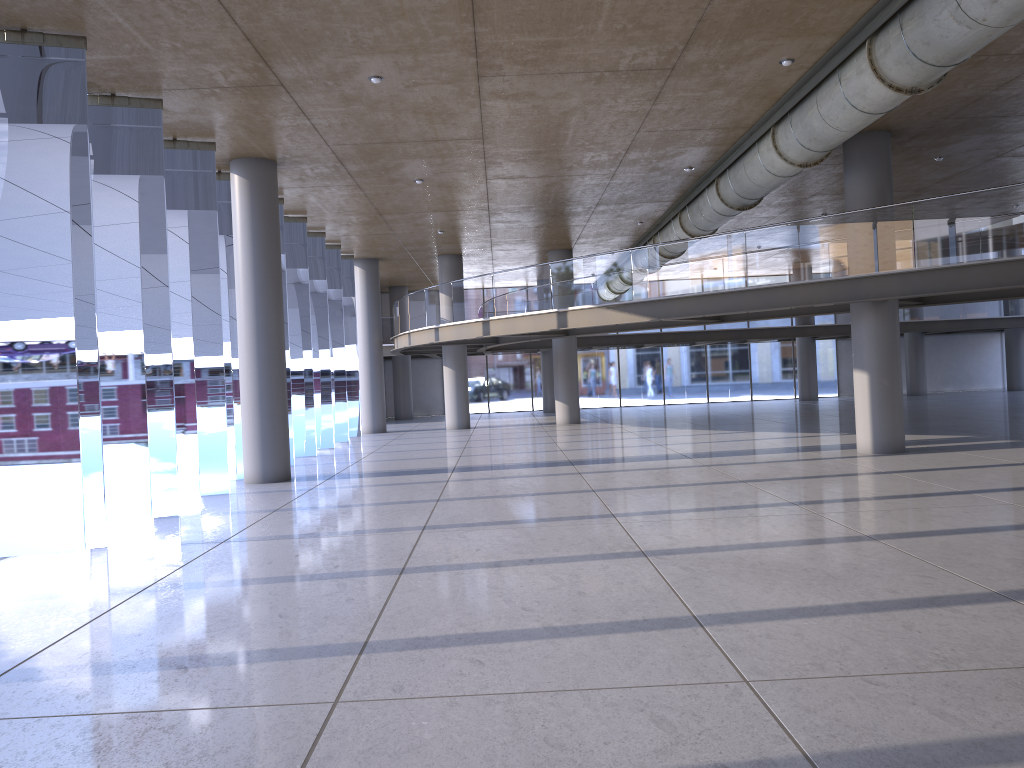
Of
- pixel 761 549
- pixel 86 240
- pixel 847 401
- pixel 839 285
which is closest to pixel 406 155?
pixel 839 285

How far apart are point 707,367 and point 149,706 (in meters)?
36.66

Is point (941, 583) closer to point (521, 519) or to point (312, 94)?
point (521, 519)
